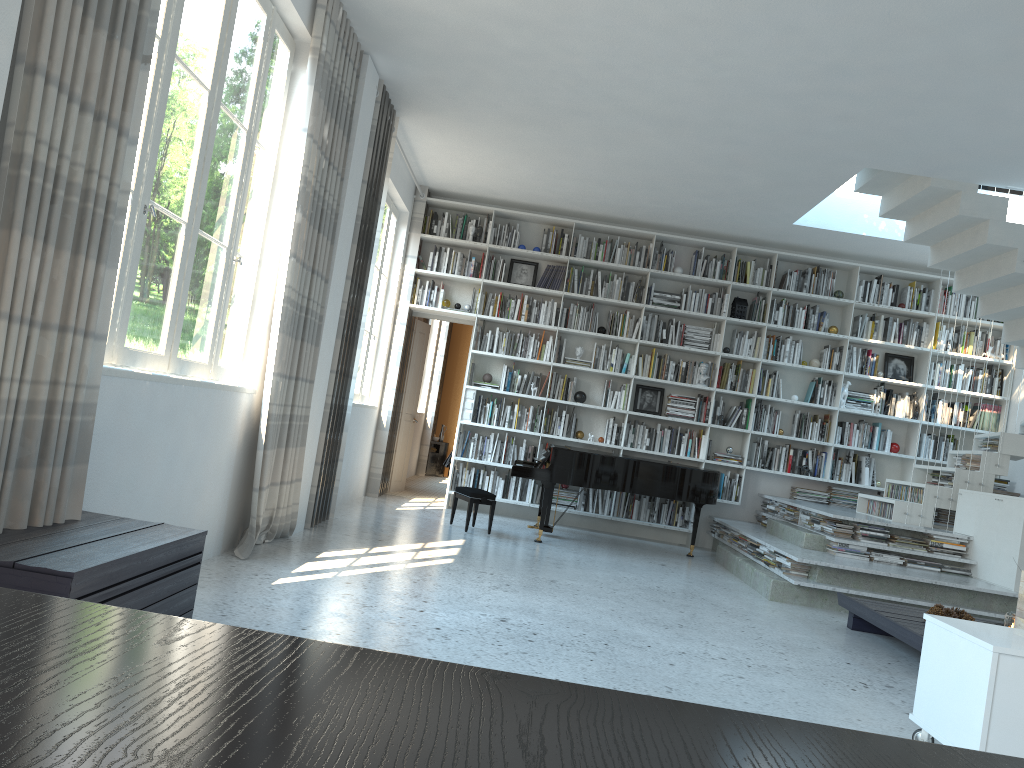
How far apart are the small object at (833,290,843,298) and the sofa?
6.14m

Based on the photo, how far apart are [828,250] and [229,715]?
9.4m

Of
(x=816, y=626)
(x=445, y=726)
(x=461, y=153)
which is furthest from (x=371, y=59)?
(x=445, y=726)

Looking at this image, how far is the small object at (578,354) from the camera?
9.2 meters

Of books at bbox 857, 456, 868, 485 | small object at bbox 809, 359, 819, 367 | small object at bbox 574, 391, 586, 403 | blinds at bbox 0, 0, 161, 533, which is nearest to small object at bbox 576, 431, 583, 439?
small object at bbox 574, 391, 586, 403

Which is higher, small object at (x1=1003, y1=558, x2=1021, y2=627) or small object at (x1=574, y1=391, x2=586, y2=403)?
small object at (x1=574, y1=391, x2=586, y2=403)

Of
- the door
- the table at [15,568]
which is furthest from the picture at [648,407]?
the table at [15,568]

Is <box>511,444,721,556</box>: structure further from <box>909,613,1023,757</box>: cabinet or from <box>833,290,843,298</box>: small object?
<box>909,613,1023,757</box>: cabinet

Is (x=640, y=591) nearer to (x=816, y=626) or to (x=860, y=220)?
(x=816, y=626)

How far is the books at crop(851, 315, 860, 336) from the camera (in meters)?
9.20
